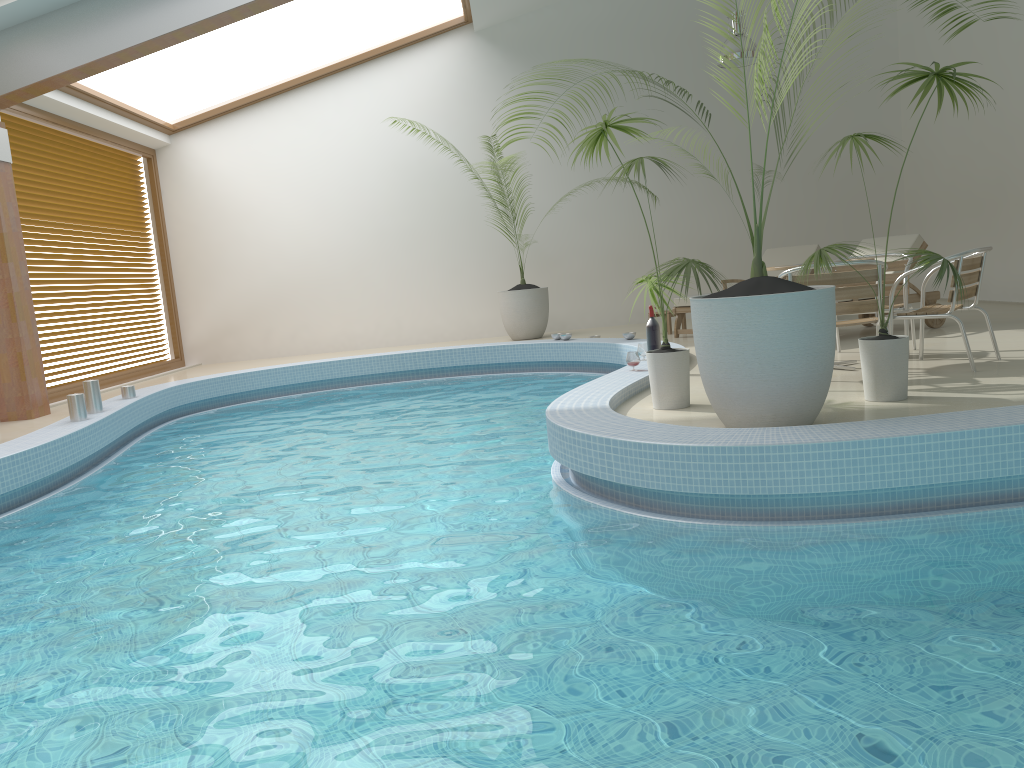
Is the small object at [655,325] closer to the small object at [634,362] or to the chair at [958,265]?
the small object at [634,362]

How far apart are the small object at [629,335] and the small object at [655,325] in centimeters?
238cm

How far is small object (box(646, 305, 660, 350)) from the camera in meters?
6.5

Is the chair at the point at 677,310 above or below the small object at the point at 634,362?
above

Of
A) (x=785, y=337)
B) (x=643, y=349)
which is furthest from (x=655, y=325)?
(x=785, y=337)

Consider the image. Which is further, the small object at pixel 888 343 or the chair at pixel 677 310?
the chair at pixel 677 310

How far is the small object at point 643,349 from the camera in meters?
6.9

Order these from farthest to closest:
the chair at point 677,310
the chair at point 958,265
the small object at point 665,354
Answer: the chair at point 677,310
the chair at point 958,265
the small object at point 665,354

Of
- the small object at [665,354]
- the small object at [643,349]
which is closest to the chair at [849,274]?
the small object at [665,354]

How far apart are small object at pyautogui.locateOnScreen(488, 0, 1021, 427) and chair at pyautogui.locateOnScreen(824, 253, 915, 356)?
2.27m
